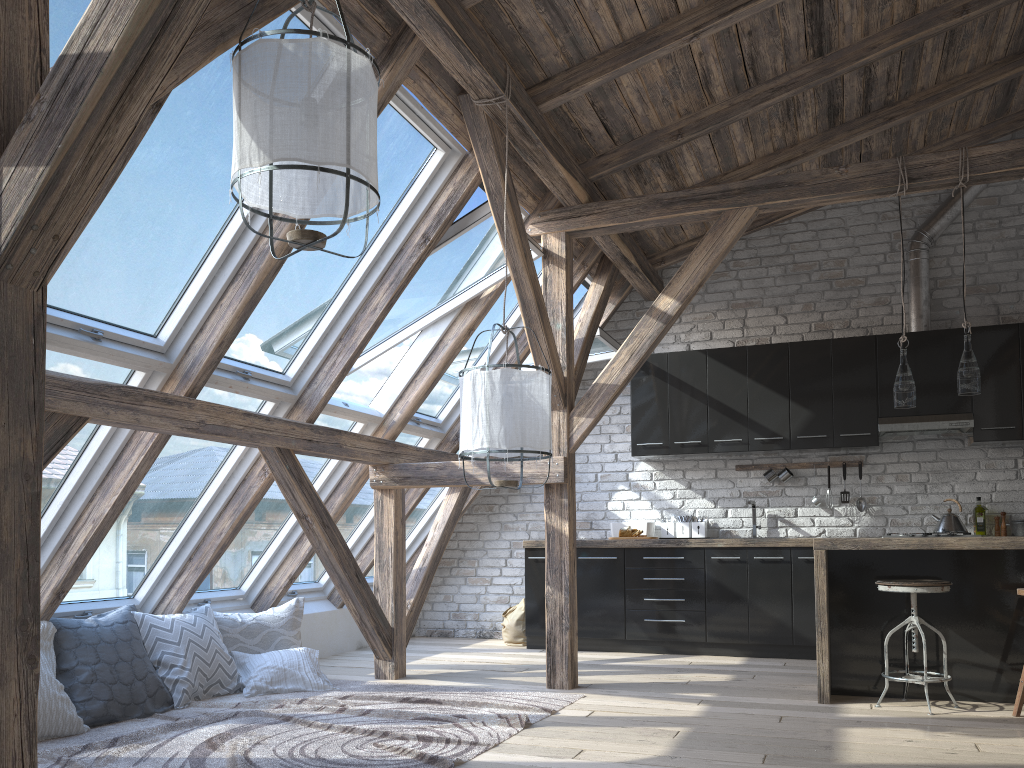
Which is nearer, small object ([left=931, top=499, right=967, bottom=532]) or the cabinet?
the cabinet

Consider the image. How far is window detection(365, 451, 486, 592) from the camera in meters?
7.2

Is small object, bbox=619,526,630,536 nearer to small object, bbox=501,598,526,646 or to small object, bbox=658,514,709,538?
small object, bbox=658,514,709,538

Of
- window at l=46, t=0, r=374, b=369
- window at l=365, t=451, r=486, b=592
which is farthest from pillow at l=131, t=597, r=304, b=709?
window at l=365, t=451, r=486, b=592

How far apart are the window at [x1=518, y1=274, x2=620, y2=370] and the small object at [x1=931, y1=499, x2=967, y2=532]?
2.5m

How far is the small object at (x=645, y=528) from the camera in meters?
6.8 m

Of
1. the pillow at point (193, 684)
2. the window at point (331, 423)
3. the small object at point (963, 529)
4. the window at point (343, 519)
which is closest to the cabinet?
the small object at point (963, 529)

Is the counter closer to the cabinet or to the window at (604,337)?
the cabinet

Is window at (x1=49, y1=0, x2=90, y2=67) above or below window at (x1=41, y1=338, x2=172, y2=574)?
above

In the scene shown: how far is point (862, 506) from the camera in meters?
6.5 m
